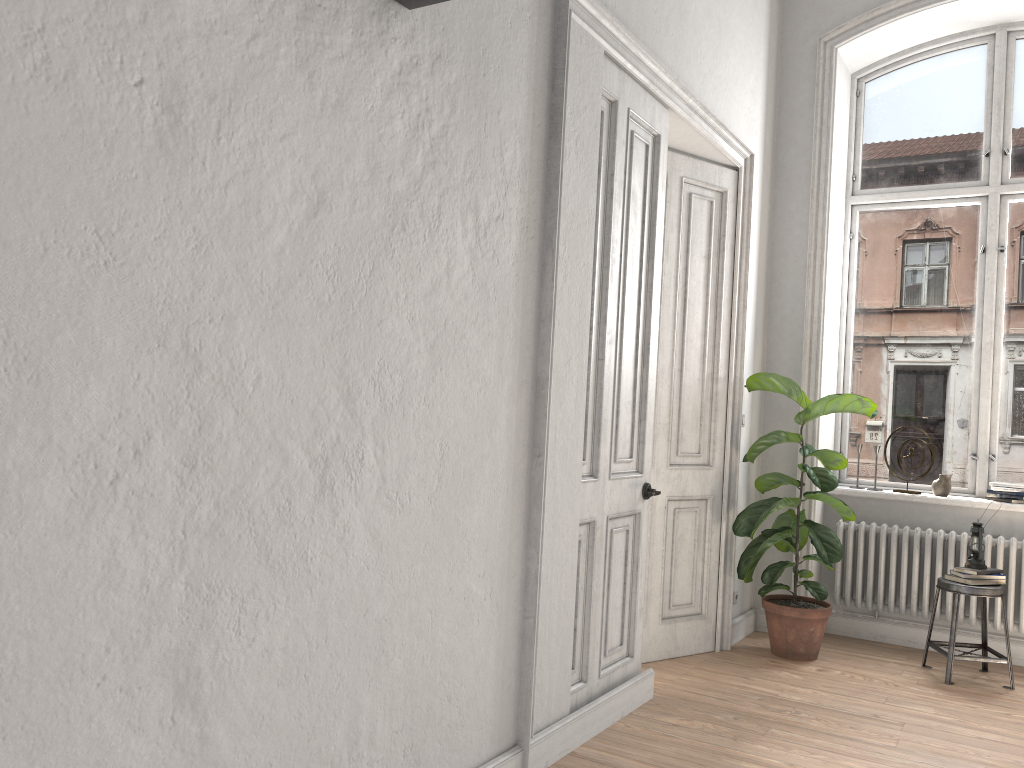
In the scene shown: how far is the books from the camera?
4.8 meters

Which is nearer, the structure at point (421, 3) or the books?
the structure at point (421, 3)

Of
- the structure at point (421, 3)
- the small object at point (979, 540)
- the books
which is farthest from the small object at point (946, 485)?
the structure at point (421, 3)

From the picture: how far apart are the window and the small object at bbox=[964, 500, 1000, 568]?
0.8m

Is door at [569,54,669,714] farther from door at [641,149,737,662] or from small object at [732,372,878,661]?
small object at [732,372,878,661]

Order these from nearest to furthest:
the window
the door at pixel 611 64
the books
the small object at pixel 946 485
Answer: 1. the door at pixel 611 64
2. the books
3. the small object at pixel 946 485
4. the window

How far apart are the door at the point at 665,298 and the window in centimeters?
134cm

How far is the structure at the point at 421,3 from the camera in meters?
2.5 m

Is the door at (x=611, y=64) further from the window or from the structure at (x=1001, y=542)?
the window

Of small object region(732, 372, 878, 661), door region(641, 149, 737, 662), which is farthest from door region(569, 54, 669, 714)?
small object region(732, 372, 878, 661)
